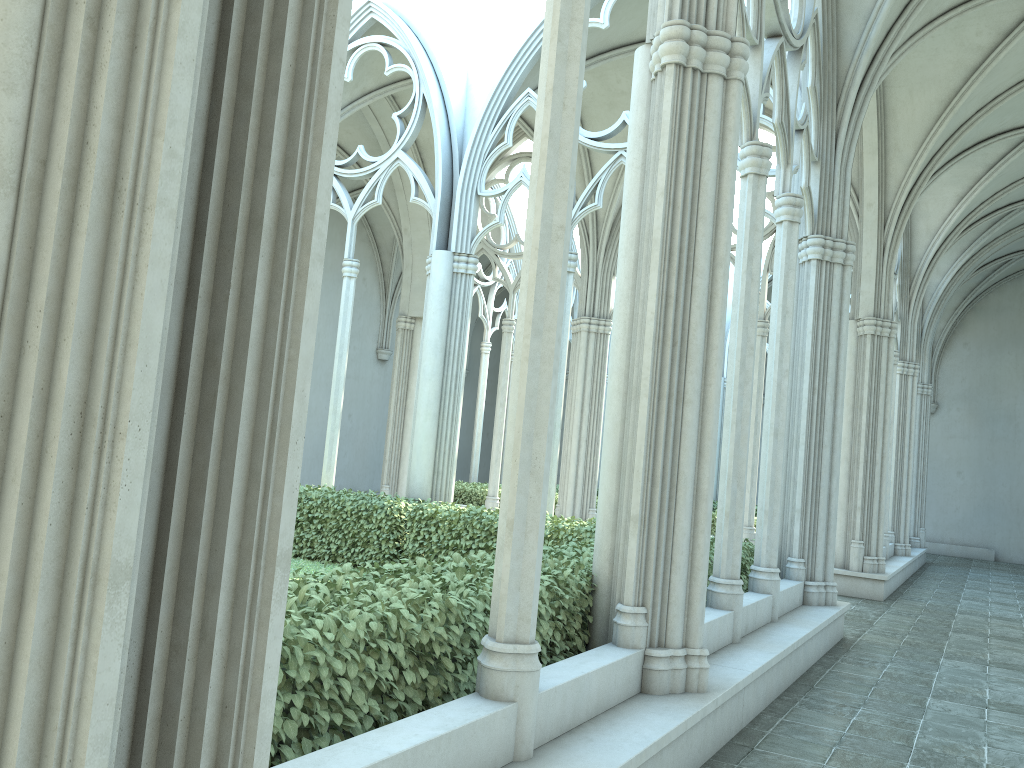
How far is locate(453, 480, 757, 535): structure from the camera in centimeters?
1662cm

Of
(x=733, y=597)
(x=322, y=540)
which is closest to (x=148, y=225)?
(x=733, y=597)

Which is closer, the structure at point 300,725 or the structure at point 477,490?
the structure at point 300,725

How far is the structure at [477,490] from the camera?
16.6 meters

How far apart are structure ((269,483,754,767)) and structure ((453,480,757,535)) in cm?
538

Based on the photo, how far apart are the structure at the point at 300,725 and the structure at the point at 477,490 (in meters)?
5.38

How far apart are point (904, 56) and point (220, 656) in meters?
10.2 m
